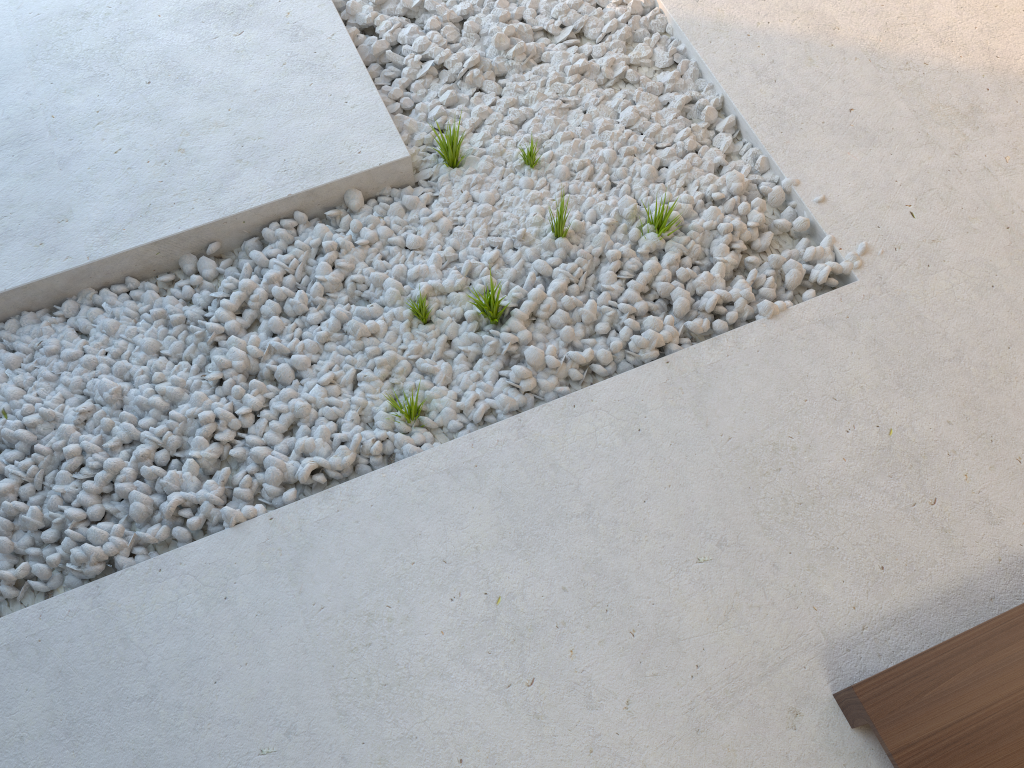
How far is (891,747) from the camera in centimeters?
150cm

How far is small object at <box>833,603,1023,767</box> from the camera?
1.5m

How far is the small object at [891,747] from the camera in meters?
1.5
